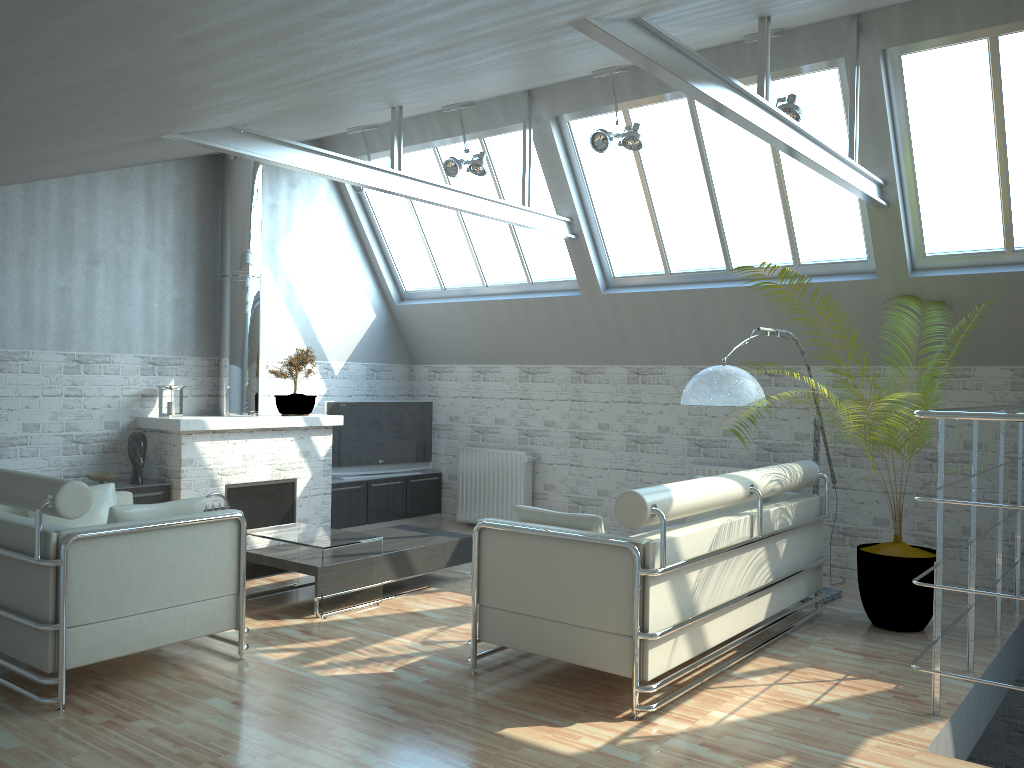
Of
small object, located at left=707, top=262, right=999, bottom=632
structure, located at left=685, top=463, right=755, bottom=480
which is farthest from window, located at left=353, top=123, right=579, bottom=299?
small object, located at left=707, top=262, right=999, bottom=632

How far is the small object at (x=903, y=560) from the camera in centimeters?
1057cm

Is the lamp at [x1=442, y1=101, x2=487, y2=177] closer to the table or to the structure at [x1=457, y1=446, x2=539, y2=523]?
the structure at [x1=457, y1=446, x2=539, y2=523]

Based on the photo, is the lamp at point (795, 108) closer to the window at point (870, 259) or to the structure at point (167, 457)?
the window at point (870, 259)

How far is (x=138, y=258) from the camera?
14.36m

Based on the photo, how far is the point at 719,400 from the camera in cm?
1027

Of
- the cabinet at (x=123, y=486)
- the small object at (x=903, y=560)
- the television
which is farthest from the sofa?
the television

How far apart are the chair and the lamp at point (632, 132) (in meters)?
7.20

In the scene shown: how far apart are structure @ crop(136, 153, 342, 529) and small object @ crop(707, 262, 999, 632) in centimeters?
910cm

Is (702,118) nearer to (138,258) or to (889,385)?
(889,385)
